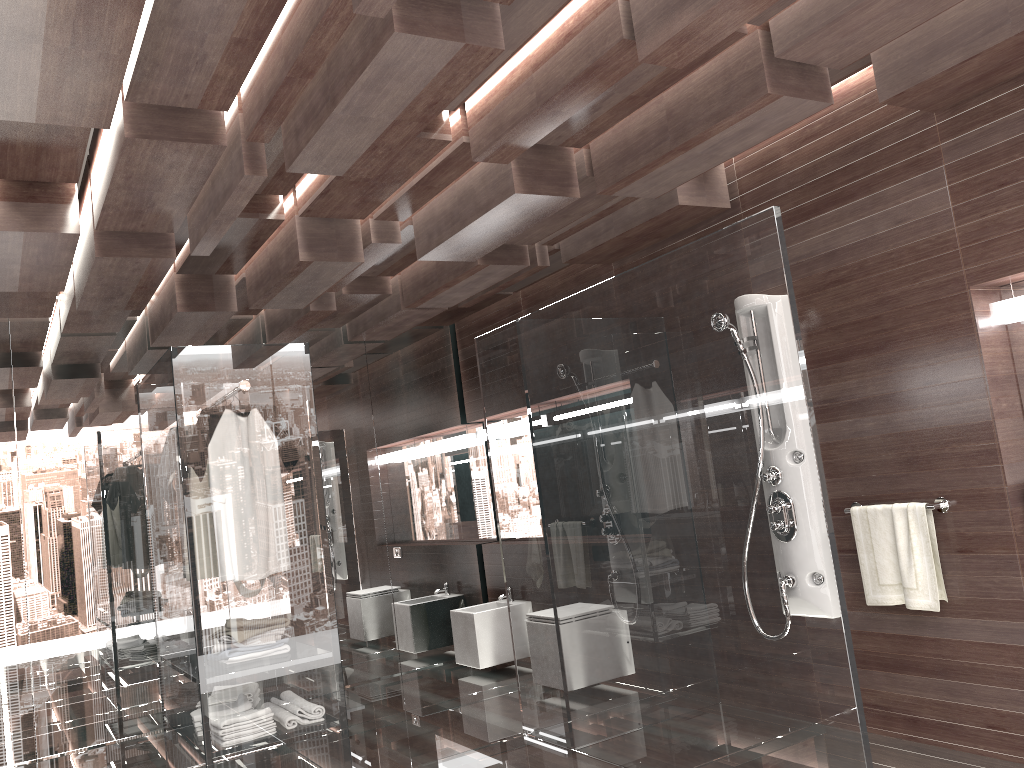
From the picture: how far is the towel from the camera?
3.4m

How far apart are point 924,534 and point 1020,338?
0.82m

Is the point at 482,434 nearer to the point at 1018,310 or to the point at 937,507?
the point at 937,507

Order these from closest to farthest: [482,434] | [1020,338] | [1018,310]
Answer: [1018,310] → [1020,338] → [482,434]

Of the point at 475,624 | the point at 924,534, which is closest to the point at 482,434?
the point at 475,624

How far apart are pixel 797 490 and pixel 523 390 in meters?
1.6

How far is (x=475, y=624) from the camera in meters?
5.8

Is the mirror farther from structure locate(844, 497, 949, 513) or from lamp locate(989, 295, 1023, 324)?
structure locate(844, 497, 949, 513)

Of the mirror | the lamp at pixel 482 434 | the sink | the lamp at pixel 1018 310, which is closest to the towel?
the mirror

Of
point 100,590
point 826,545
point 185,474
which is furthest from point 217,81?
point 100,590
